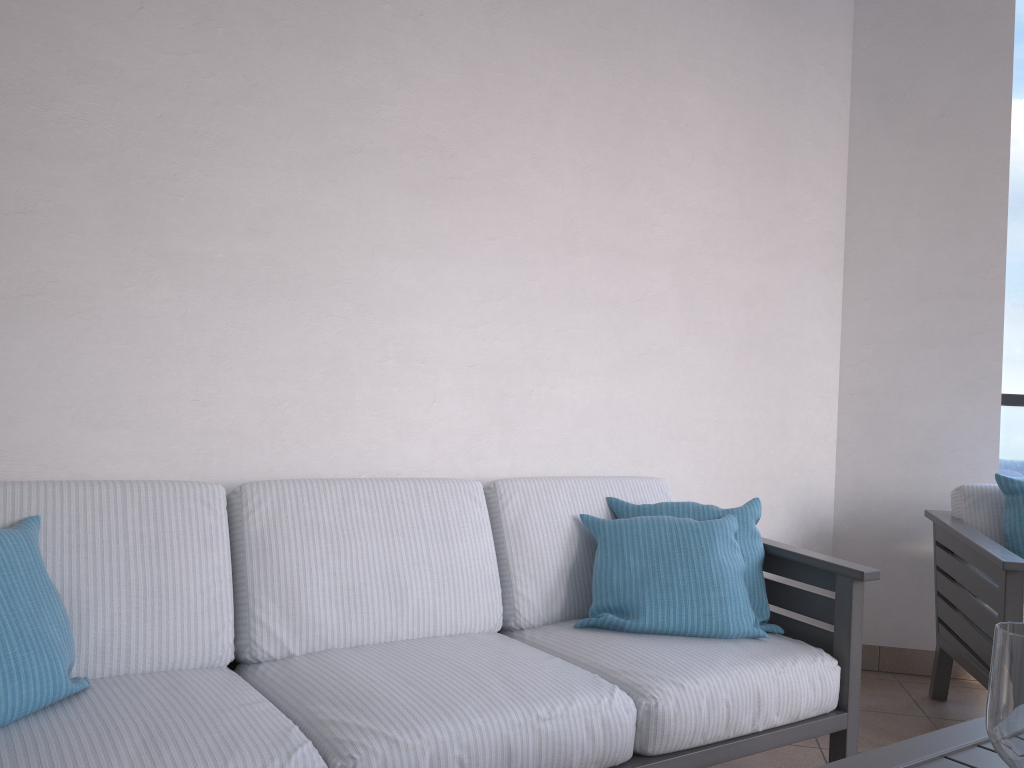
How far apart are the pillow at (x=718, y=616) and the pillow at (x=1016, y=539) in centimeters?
105cm

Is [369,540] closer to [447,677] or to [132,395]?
[447,677]

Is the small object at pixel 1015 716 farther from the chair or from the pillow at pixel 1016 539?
the pillow at pixel 1016 539

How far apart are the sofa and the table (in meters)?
0.56

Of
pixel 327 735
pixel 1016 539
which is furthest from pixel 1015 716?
pixel 1016 539

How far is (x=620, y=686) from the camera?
1.89m

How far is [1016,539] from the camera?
2.9m

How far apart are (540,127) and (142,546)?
1.6m

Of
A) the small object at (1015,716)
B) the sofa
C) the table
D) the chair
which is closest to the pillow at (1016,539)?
the chair

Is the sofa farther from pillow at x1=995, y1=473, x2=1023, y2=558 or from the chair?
Answer: pillow at x1=995, y1=473, x2=1023, y2=558
